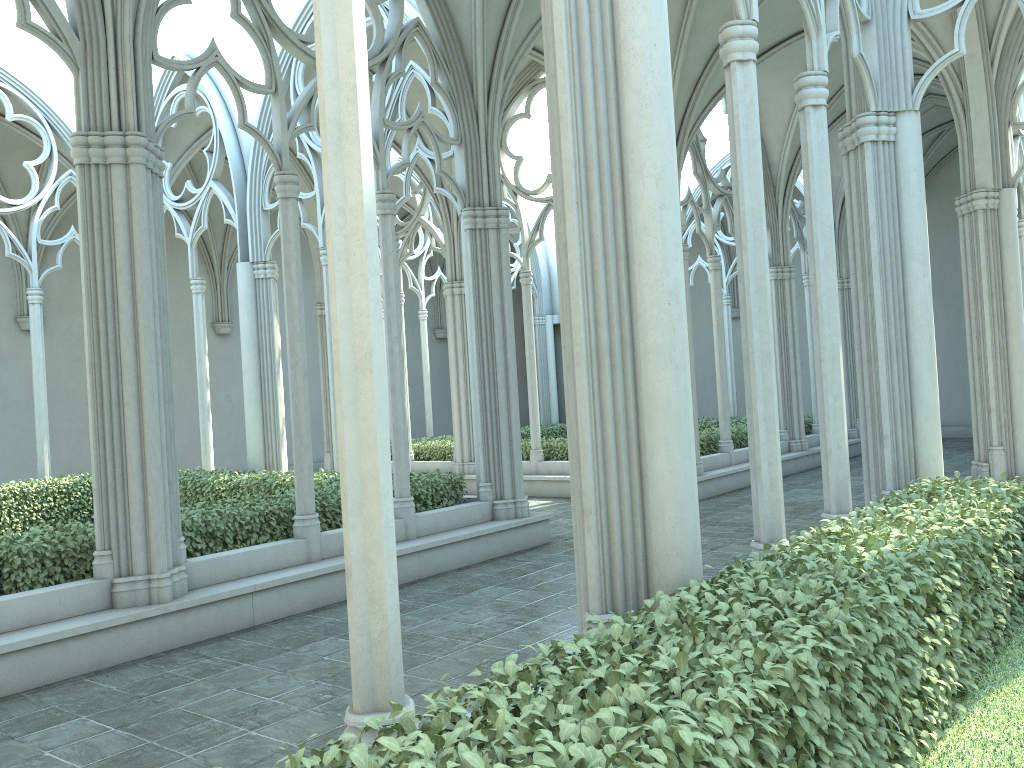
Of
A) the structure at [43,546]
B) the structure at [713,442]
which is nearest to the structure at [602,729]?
the structure at [43,546]

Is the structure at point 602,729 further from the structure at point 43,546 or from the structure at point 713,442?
the structure at point 713,442

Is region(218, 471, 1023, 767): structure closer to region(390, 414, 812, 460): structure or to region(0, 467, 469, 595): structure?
region(0, 467, 469, 595): structure

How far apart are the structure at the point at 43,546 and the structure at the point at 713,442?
5.3m

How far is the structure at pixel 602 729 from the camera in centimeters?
241cm

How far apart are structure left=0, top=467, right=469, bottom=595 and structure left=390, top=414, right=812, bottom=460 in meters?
5.3 m

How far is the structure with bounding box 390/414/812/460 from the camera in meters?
16.1

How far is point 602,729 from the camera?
2.41m

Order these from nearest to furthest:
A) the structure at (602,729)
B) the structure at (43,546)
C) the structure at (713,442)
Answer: the structure at (602,729) → the structure at (43,546) → the structure at (713,442)

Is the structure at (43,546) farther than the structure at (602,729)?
Yes
